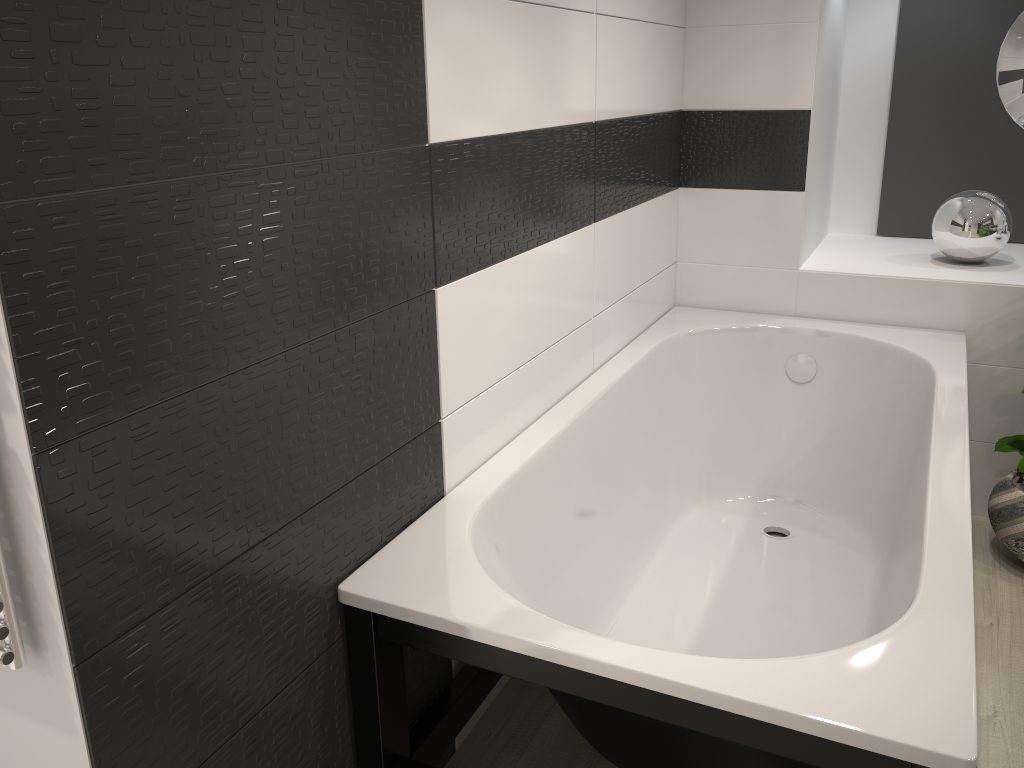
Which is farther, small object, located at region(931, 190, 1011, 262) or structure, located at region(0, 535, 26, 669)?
small object, located at region(931, 190, 1011, 262)

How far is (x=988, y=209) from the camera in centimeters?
308cm

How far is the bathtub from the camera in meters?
1.3

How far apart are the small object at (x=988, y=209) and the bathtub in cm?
37

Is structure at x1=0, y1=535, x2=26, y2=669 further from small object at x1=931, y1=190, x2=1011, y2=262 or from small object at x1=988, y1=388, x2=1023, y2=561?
small object at x1=931, y1=190, x2=1011, y2=262

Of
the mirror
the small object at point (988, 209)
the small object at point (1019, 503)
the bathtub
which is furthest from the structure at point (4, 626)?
the mirror

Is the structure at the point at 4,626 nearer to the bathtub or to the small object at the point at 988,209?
the bathtub

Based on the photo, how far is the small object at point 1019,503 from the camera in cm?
274

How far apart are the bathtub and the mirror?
0.9m

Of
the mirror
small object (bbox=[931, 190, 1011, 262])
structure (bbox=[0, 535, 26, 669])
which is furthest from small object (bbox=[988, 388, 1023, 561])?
structure (bbox=[0, 535, 26, 669])
